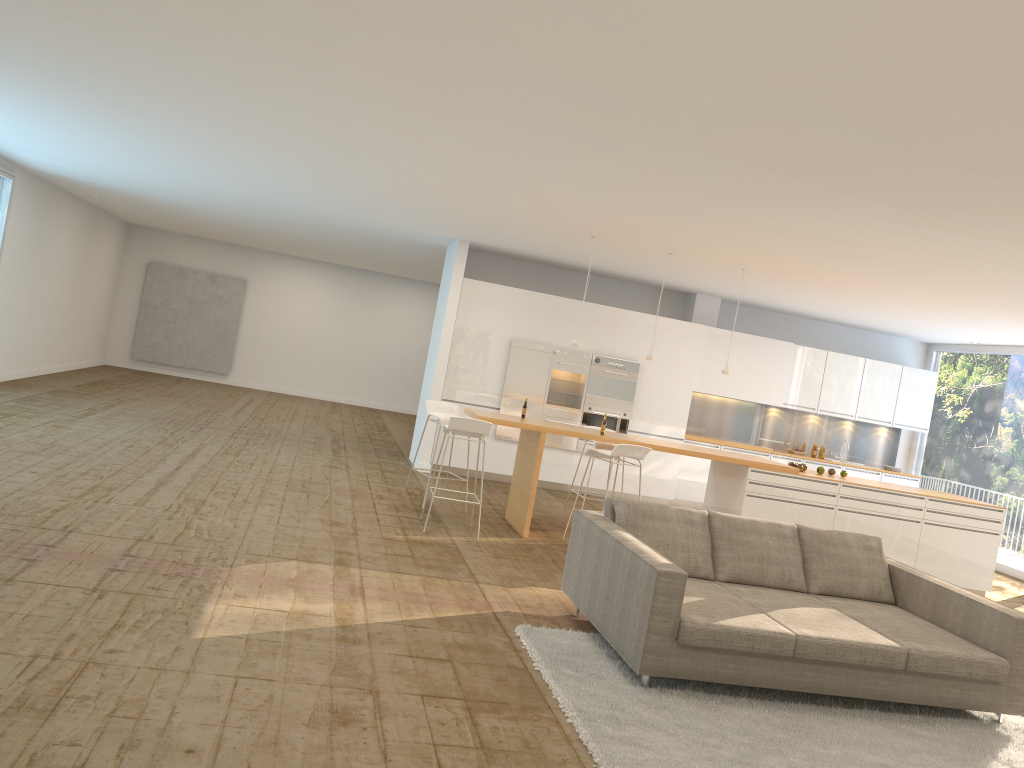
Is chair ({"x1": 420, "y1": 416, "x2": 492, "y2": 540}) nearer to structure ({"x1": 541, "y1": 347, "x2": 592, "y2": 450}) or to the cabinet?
the cabinet

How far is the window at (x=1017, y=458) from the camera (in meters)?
11.77

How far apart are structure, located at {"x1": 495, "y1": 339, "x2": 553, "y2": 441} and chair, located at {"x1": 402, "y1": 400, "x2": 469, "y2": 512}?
2.3 meters

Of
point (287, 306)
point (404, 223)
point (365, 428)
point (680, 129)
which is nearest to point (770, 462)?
point (680, 129)

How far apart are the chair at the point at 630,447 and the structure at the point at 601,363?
3.3m

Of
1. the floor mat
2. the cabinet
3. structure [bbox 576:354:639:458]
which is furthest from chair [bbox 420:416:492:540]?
structure [bbox 576:354:639:458]

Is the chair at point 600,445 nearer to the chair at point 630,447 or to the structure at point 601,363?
the chair at point 630,447

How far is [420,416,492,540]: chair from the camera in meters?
7.7

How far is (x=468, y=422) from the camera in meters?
7.7

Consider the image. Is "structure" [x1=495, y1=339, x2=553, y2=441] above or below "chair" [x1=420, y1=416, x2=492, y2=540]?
above
